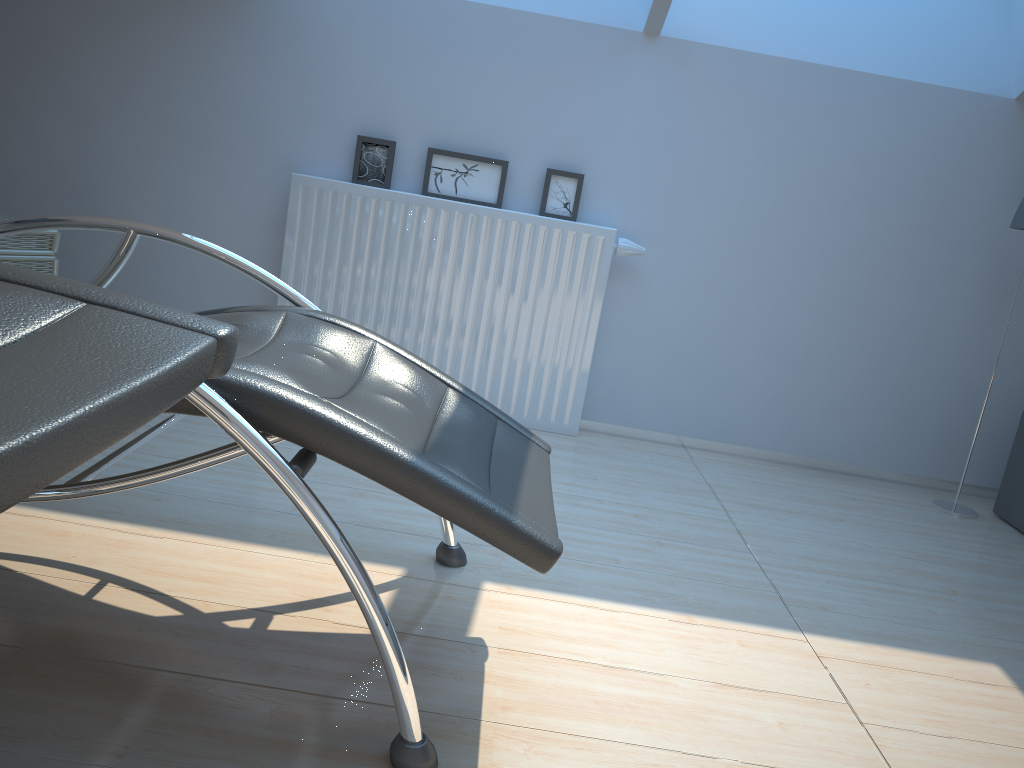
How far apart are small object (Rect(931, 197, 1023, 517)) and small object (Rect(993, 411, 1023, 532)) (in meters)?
0.10

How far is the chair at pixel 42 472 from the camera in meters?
0.6 m

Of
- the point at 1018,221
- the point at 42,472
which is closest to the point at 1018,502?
the point at 1018,221

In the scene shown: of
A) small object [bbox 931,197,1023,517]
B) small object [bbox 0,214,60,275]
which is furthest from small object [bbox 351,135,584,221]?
small object [bbox 931,197,1023,517]

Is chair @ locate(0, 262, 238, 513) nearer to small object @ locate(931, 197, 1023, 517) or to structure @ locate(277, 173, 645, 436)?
structure @ locate(277, 173, 645, 436)

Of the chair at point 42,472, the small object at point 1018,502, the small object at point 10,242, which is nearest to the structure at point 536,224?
the small object at point 10,242

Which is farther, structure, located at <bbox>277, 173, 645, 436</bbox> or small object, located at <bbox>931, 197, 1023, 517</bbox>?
structure, located at <bbox>277, 173, 645, 436</bbox>

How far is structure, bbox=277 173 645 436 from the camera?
3.2m

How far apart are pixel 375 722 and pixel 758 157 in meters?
2.6 m

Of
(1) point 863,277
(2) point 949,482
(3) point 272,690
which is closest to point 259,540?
(3) point 272,690
